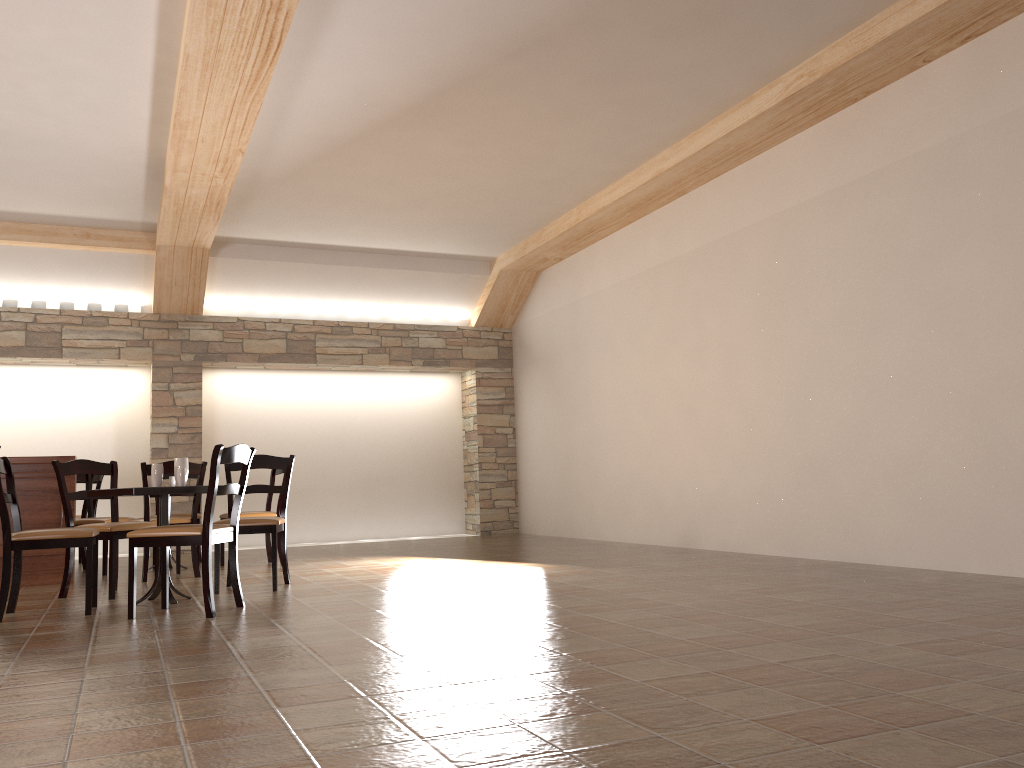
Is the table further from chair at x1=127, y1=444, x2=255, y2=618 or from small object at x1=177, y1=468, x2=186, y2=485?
chair at x1=127, y1=444, x2=255, y2=618

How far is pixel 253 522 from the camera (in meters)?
5.41

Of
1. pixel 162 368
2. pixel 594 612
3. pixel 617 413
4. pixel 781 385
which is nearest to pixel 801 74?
pixel 781 385

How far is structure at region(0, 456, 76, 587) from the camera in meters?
6.3 m

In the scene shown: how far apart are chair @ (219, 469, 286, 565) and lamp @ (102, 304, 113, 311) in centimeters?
313cm

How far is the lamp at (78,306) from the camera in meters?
9.2 m

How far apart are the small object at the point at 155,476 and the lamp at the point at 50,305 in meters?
5.0 m

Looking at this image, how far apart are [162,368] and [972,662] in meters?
8.4

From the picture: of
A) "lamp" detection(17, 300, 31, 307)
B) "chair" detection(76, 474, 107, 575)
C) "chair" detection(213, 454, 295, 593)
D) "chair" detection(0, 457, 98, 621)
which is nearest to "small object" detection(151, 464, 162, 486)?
"chair" detection(0, 457, 98, 621)

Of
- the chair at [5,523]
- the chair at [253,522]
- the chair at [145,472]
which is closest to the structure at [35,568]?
the chair at [145,472]
